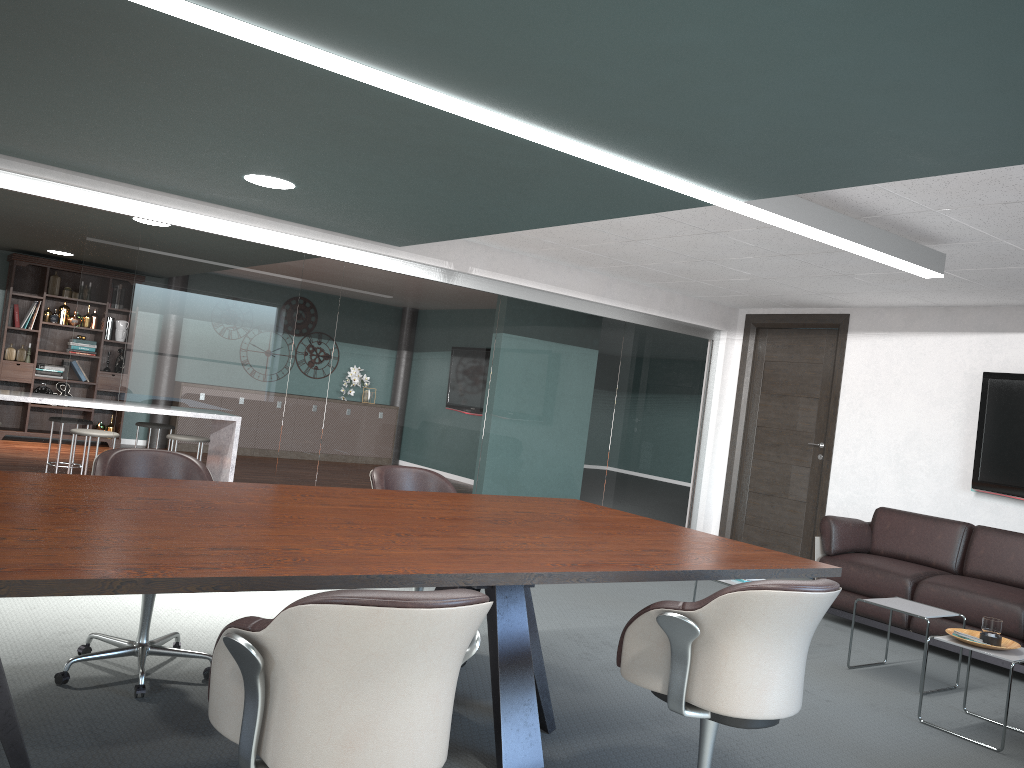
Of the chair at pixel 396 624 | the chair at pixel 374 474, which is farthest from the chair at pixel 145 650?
the chair at pixel 396 624

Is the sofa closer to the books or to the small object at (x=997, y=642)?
the small object at (x=997, y=642)

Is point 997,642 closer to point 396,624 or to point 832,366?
point 396,624

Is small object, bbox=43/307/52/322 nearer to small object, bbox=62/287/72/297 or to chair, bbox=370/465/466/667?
small object, bbox=62/287/72/297

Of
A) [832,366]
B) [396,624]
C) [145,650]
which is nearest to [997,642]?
[396,624]

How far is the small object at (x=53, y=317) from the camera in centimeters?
971cm

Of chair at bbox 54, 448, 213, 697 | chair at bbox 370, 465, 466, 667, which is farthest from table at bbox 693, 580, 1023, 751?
chair at bbox 54, 448, 213, 697

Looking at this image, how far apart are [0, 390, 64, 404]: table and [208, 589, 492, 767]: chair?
5.4 meters

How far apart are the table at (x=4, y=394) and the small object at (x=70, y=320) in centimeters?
364cm

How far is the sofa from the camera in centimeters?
480cm
